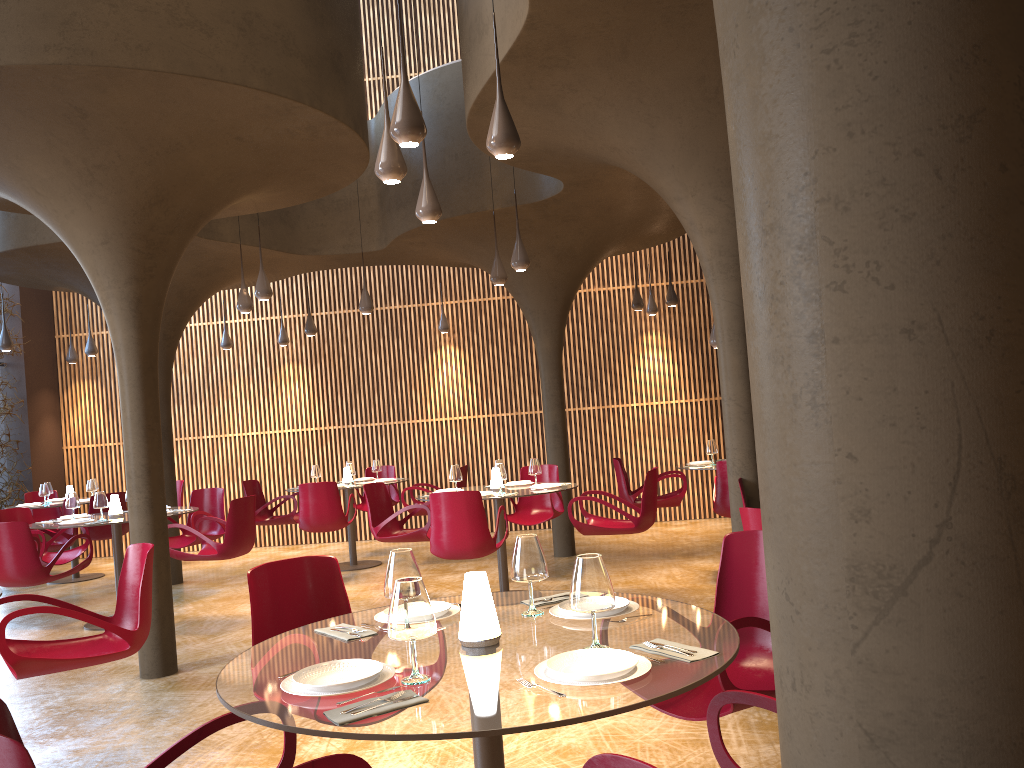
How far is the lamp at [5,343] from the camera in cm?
1234

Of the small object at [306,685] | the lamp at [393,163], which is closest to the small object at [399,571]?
the small object at [306,685]

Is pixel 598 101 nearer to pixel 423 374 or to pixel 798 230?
pixel 798 230

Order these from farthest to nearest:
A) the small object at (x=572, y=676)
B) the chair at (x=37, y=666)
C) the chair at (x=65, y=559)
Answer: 1. the chair at (x=65, y=559)
2. the chair at (x=37, y=666)
3. the small object at (x=572, y=676)

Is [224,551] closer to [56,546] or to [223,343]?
[56,546]

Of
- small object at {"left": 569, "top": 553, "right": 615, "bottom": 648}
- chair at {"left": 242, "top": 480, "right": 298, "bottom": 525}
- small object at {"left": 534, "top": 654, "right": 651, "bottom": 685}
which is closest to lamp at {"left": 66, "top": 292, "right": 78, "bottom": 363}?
chair at {"left": 242, "top": 480, "right": 298, "bottom": 525}

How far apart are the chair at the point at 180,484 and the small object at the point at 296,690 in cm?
1221

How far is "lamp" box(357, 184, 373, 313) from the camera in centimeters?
1124cm

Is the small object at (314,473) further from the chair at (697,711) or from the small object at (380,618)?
the small object at (380,618)

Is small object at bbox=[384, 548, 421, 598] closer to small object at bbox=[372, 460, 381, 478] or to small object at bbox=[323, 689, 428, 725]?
small object at bbox=[323, 689, 428, 725]
